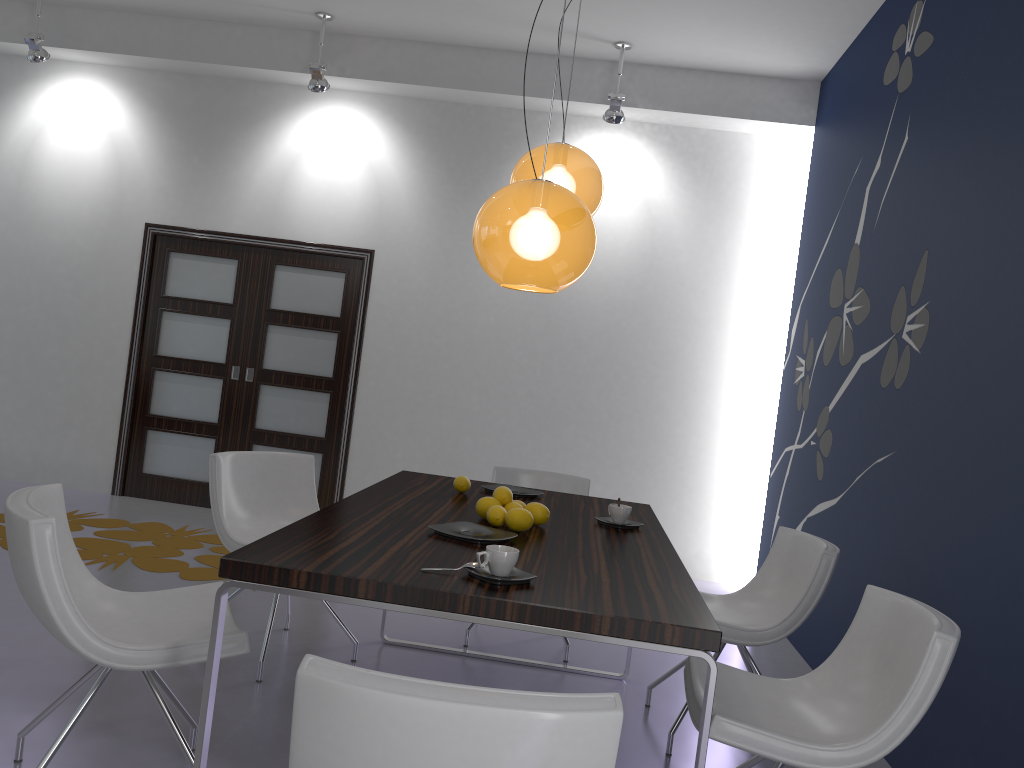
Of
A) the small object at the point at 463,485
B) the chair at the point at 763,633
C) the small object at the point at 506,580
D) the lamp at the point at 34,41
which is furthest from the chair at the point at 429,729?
the lamp at the point at 34,41

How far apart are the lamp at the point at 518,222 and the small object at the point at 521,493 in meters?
1.2 m

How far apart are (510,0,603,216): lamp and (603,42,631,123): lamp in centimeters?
266cm

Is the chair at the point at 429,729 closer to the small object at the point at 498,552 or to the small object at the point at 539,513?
the small object at the point at 498,552

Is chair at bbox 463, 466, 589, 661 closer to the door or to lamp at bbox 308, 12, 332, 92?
the door

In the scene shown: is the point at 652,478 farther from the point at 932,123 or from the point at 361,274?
the point at 932,123

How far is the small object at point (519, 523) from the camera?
2.8 meters

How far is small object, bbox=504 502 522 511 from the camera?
2.9 meters

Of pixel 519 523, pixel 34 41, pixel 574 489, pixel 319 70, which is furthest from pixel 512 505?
pixel 34 41

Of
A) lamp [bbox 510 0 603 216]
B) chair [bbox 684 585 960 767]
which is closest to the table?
chair [bbox 684 585 960 767]
